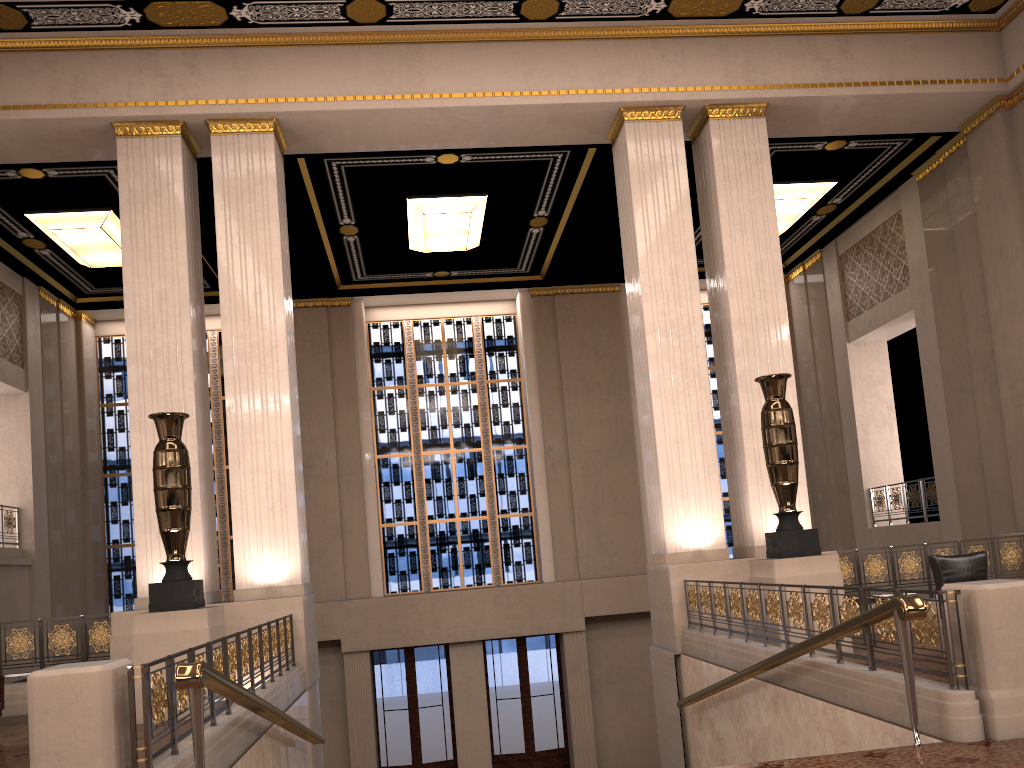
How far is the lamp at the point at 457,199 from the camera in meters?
13.2 m

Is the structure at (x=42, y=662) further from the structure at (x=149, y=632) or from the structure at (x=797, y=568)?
the structure at (x=797, y=568)

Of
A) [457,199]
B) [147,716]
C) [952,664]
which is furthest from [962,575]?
[457,199]

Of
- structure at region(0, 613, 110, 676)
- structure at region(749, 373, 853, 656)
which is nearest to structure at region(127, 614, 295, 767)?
structure at region(0, 613, 110, 676)

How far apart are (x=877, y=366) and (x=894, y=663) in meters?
11.4

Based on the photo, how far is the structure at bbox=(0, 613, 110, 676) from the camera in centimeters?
911cm

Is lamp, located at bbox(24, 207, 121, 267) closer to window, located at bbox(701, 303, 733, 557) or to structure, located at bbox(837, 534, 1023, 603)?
window, located at bbox(701, 303, 733, 557)

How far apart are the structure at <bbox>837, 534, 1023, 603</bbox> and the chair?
1.1 meters

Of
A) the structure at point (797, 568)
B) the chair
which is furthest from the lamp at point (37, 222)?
the chair

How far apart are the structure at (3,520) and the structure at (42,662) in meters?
4.9
